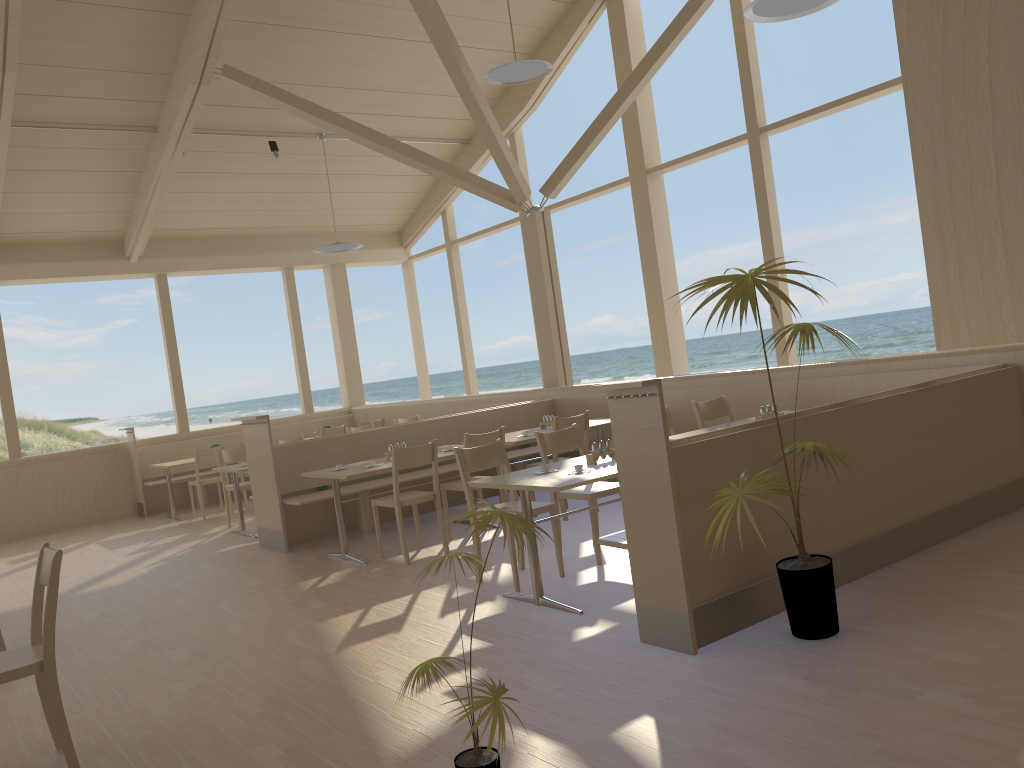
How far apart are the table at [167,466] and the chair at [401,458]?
4.5 meters

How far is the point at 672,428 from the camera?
6.1 meters

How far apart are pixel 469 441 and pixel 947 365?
3.15m

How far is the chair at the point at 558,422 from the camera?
6.6 meters

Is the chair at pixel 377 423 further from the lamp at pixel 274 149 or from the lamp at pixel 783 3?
the lamp at pixel 783 3

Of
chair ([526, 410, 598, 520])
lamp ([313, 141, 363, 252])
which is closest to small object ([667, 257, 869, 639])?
chair ([526, 410, 598, 520])

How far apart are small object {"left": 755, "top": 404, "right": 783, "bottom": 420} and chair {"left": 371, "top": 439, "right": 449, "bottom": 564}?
2.16m

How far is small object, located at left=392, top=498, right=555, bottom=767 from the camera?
2.27m

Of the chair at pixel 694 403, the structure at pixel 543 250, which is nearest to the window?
the structure at pixel 543 250

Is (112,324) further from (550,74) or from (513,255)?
(550,74)
